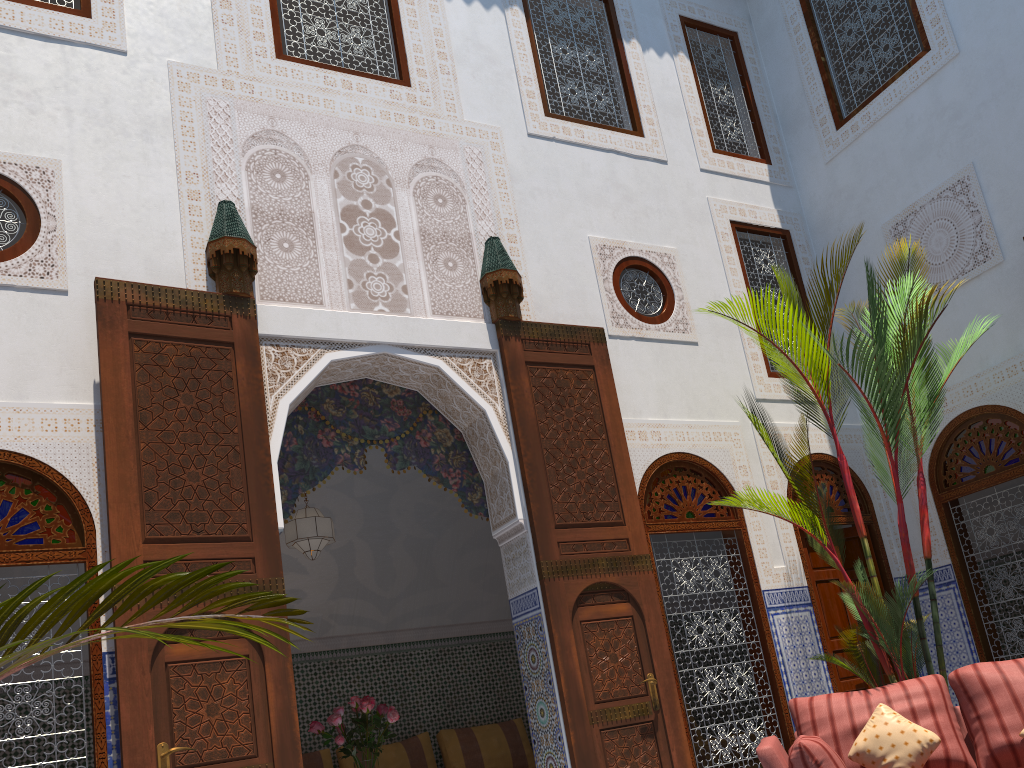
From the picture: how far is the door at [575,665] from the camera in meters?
3.5

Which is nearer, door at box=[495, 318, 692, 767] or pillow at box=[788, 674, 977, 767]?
pillow at box=[788, 674, 977, 767]

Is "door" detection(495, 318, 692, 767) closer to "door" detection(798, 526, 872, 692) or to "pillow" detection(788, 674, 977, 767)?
"pillow" detection(788, 674, 977, 767)

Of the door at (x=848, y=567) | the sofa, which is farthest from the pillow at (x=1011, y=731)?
the door at (x=848, y=567)

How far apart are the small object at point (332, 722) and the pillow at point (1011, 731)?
2.28m

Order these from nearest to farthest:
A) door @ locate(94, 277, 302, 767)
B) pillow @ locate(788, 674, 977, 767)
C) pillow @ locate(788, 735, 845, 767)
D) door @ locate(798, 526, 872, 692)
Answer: pillow @ locate(788, 735, 845, 767), door @ locate(94, 277, 302, 767), pillow @ locate(788, 674, 977, 767), door @ locate(798, 526, 872, 692)

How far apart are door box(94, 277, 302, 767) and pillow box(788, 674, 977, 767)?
1.7m

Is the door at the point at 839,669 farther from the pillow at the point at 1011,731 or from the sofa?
the pillow at the point at 1011,731

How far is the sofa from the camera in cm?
269

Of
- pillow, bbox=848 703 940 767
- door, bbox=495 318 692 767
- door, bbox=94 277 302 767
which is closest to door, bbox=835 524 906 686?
door, bbox=495 318 692 767
